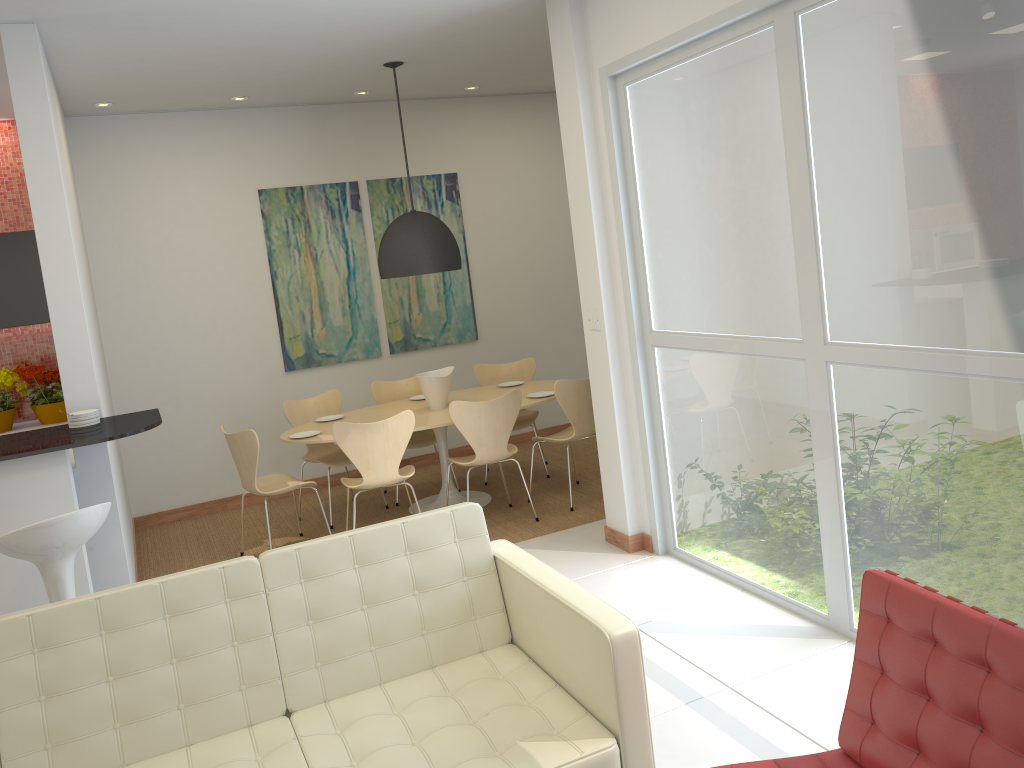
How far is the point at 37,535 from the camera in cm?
338

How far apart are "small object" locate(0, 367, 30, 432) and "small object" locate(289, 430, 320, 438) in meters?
2.0

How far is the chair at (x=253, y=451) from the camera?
5.6 meters

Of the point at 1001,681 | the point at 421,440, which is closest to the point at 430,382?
the point at 421,440

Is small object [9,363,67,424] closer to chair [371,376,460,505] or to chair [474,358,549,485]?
chair [371,376,460,505]

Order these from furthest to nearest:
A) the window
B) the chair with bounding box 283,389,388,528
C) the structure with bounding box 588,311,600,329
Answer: the chair with bounding box 283,389,388,528, the structure with bounding box 588,311,600,329, the window

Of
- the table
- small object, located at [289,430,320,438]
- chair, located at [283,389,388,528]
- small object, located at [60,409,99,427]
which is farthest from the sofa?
chair, located at [283,389,388,528]

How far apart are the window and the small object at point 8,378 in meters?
4.2 m

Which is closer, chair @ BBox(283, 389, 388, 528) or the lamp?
the lamp

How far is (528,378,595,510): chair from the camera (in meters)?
5.98
